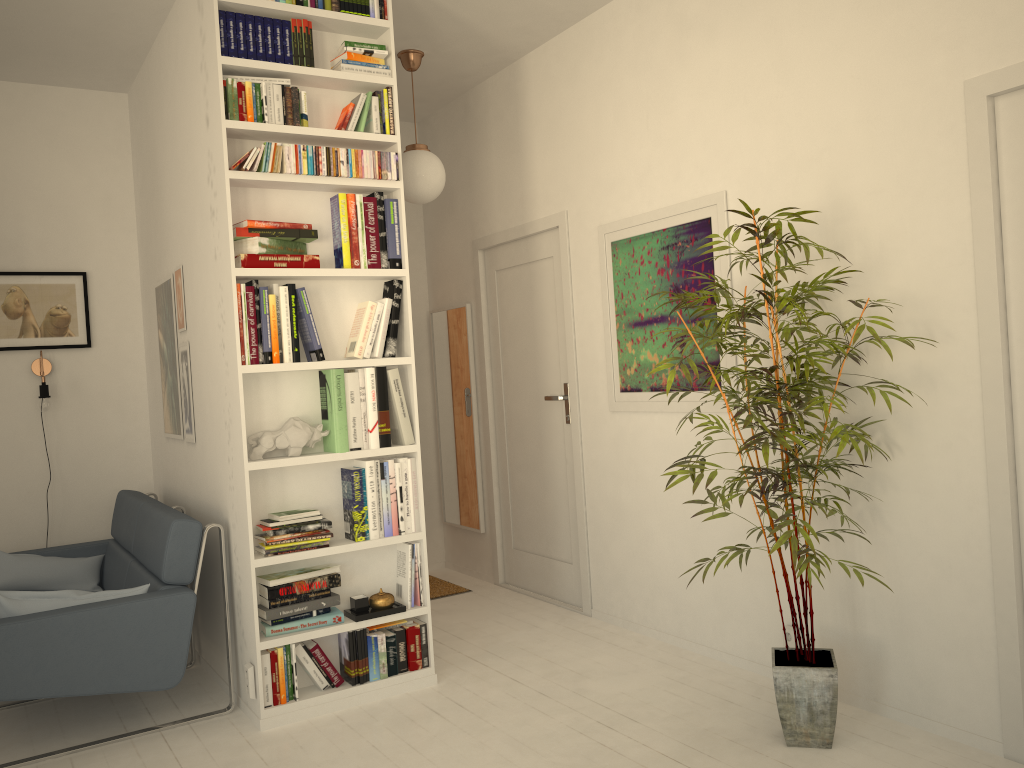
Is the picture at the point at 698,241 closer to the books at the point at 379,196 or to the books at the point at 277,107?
the books at the point at 379,196

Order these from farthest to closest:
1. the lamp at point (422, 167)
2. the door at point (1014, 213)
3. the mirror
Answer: the mirror < the lamp at point (422, 167) < the door at point (1014, 213)

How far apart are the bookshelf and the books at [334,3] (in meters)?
0.04

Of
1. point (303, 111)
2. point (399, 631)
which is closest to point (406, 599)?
point (399, 631)

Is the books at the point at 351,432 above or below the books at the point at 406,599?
above

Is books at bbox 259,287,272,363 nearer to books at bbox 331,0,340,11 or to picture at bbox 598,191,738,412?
books at bbox 331,0,340,11

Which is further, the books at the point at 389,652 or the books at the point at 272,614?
the books at the point at 389,652

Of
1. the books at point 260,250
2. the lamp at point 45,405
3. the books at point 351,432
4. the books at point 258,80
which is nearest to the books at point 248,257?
the books at point 260,250

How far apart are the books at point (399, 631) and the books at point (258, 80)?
2.2 meters

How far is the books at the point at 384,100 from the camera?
3.6m
